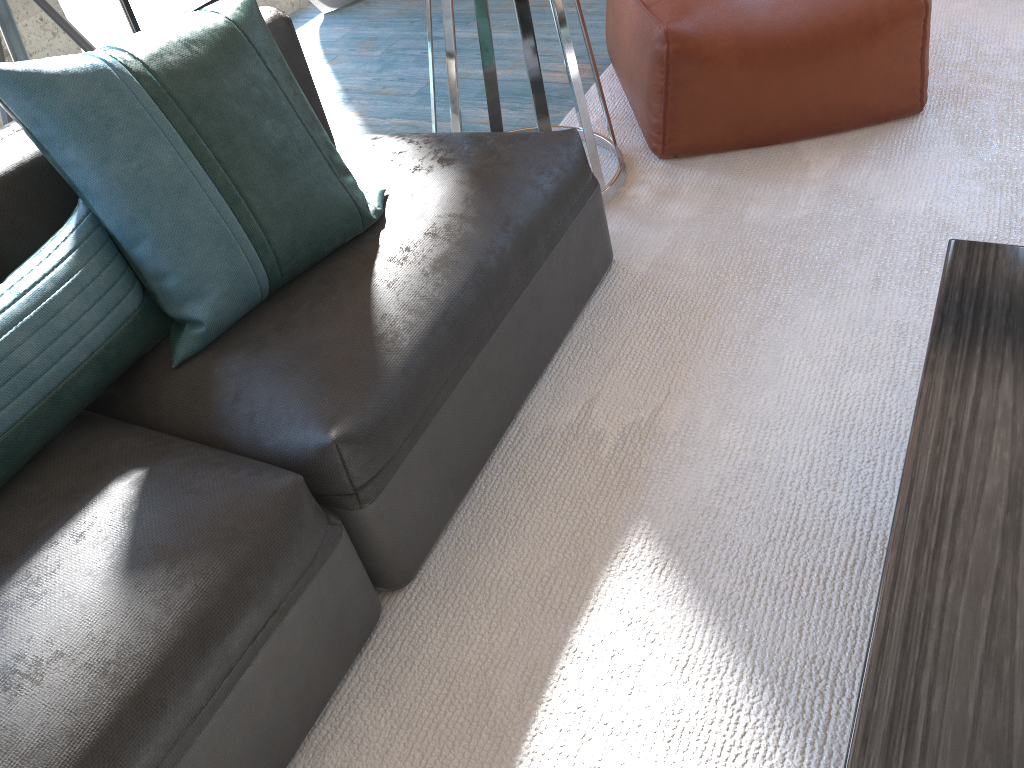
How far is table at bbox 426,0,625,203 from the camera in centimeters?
204cm

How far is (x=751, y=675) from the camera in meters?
1.3

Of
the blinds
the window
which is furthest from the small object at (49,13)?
the blinds

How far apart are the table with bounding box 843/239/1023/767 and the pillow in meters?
1.0 m

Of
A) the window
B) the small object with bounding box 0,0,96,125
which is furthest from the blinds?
the small object with bounding box 0,0,96,125

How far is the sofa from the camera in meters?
1.1

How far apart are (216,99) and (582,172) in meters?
0.8 m

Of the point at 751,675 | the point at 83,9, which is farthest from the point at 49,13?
the point at 751,675

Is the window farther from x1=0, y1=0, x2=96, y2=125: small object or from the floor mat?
the floor mat

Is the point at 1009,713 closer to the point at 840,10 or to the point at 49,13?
the point at 840,10
